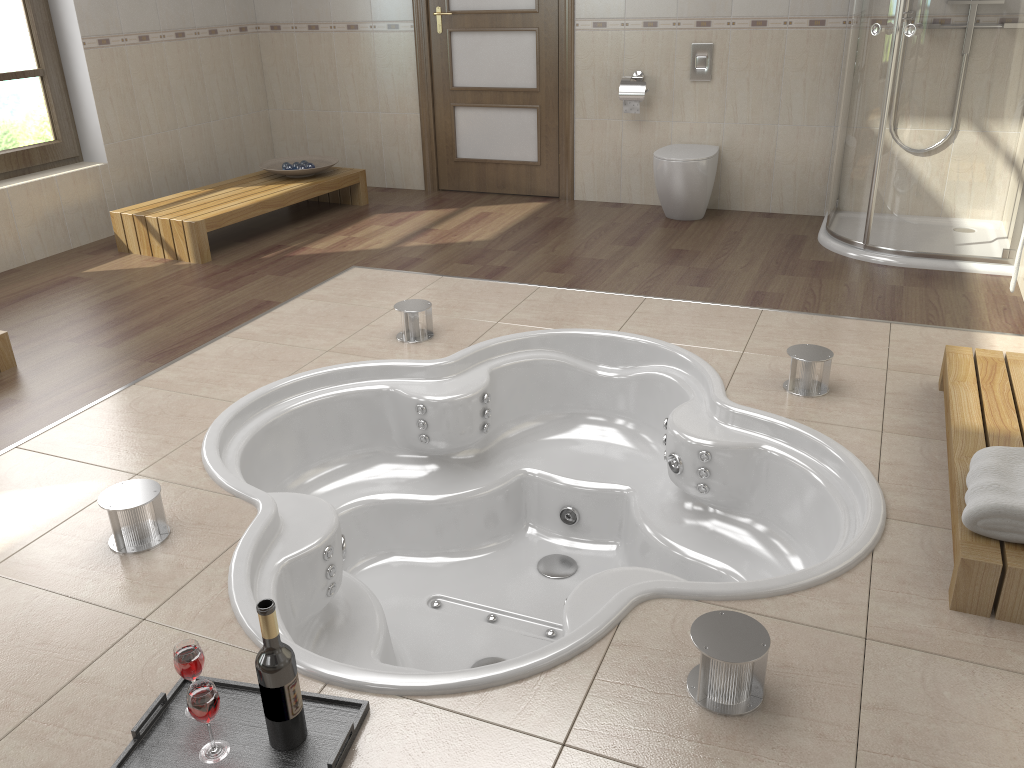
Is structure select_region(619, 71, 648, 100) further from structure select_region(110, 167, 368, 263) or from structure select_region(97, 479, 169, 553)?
structure select_region(97, 479, 169, 553)

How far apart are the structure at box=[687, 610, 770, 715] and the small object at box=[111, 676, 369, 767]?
0.64m

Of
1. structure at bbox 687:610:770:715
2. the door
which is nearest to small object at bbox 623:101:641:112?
the door

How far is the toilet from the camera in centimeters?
481cm

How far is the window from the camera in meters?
4.6 m

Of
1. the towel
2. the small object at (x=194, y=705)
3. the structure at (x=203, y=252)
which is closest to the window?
the structure at (x=203, y=252)

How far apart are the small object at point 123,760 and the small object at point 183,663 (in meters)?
0.10

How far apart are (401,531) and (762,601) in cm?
157

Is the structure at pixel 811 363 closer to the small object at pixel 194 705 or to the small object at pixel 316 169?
the small object at pixel 194 705

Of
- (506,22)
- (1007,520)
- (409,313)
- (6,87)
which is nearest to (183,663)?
(1007,520)
